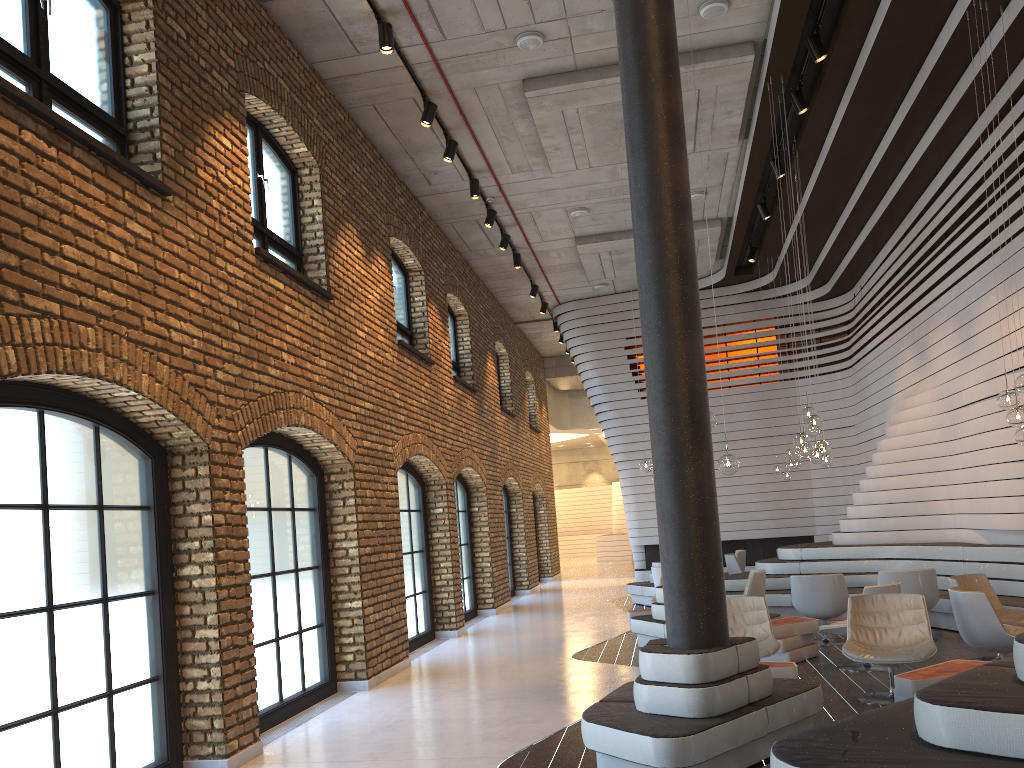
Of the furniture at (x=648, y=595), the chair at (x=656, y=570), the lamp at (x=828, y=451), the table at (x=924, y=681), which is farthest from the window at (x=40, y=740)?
the furniture at (x=648, y=595)

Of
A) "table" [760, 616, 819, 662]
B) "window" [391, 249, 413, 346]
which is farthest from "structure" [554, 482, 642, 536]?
"table" [760, 616, 819, 662]

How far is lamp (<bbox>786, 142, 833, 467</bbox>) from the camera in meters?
10.6

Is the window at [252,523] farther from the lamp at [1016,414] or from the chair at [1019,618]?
the lamp at [1016,414]

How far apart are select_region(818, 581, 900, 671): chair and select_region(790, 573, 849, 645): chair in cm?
132

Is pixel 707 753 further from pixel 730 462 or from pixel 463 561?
pixel 463 561

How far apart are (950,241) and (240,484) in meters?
8.9

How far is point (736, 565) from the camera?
14.5 meters

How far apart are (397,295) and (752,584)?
5.9m

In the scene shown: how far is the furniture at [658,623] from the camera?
9.4 meters
